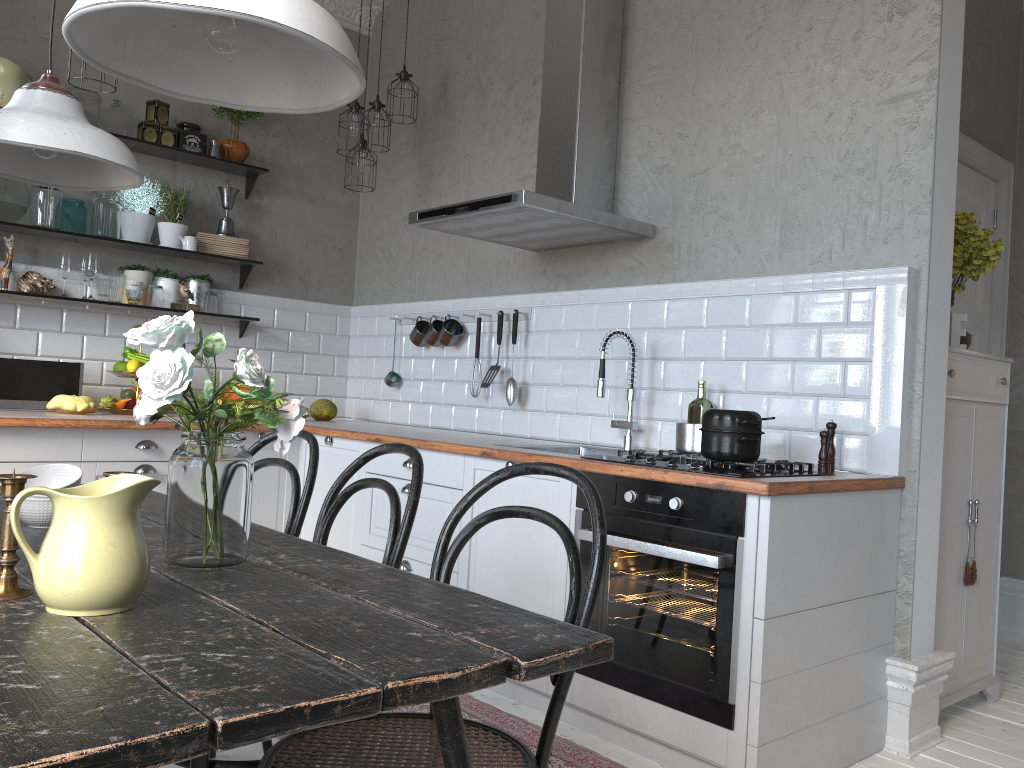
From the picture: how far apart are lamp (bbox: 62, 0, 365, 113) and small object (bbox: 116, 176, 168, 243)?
3.3m

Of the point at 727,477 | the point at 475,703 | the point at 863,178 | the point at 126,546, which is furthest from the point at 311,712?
the point at 863,178

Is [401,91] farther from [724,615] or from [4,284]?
[724,615]

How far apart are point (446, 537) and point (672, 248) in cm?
212

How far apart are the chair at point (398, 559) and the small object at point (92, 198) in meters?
2.9

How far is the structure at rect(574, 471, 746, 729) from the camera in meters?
2.3 m

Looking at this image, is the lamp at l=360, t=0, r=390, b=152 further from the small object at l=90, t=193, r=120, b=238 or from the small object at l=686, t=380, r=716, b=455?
the small object at l=686, t=380, r=716, b=455

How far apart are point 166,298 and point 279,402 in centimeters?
79cm

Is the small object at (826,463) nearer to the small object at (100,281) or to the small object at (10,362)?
the small object at (10,362)

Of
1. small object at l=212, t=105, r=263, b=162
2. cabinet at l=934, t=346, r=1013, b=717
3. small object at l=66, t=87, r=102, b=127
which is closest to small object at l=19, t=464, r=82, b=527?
cabinet at l=934, t=346, r=1013, b=717
